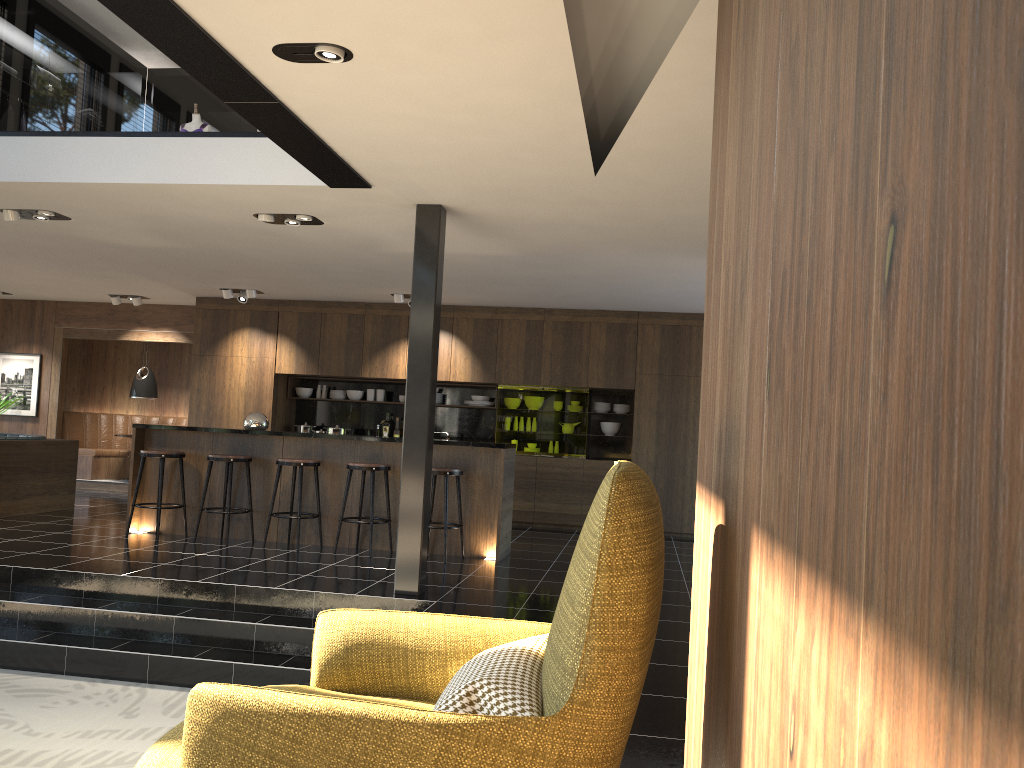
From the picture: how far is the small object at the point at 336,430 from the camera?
11.4 meters

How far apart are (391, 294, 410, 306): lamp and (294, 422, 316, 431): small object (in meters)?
2.41

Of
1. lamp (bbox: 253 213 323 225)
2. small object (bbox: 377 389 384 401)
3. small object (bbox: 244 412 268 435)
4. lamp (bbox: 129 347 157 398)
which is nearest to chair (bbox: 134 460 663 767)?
lamp (bbox: 253 213 323 225)

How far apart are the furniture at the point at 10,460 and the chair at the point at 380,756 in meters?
8.2 m

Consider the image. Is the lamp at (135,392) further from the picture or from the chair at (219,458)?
the chair at (219,458)

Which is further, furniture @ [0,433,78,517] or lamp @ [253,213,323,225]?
furniture @ [0,433,78,517]

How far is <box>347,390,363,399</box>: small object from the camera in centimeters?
1175cm

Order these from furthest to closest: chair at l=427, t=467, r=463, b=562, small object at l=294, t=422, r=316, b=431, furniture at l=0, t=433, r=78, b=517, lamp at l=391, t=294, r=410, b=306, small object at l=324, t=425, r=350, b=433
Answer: small object at l=294, t=422, r=316, b=431
small object at l=324, t=425, r=350, b=433
lamp at l=391, t=294, r=410, b=306
furniture at l=0, t=433, r=78, b=517
chair at l=427, t=467, r=463, b=562

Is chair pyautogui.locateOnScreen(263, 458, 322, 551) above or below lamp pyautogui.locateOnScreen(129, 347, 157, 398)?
below

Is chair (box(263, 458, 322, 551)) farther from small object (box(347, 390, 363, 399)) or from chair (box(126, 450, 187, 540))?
small object (box(347, 390, 363, 399))
